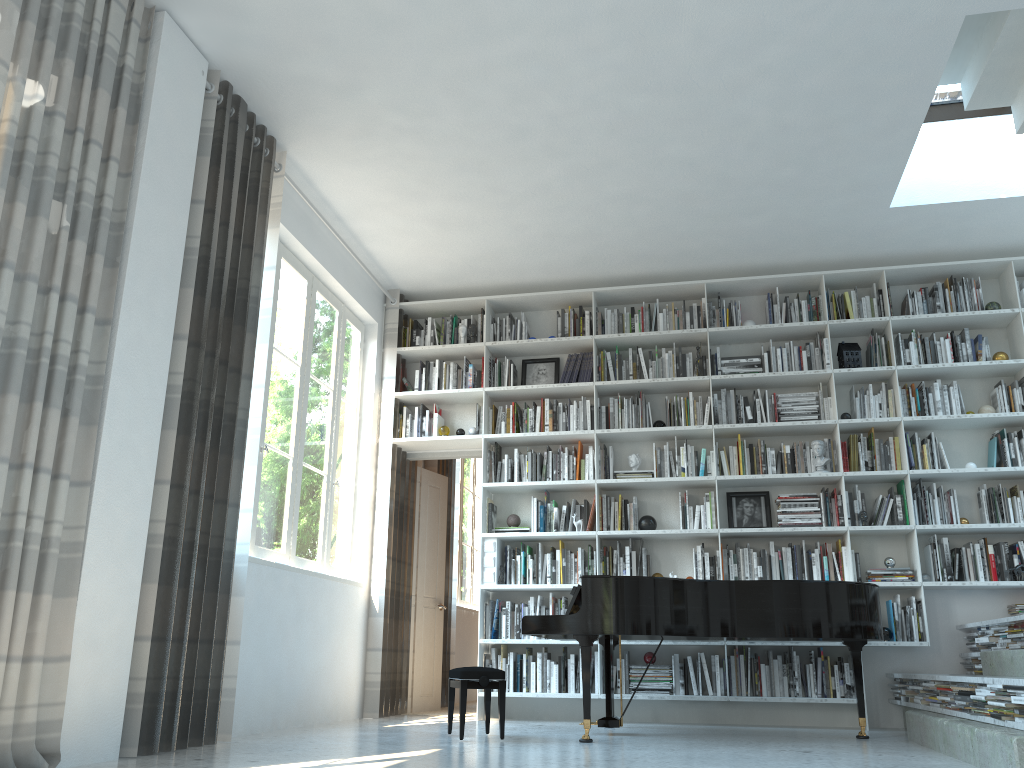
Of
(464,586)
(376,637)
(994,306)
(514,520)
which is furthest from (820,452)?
(464,586)

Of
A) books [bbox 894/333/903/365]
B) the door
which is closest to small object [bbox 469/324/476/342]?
the door

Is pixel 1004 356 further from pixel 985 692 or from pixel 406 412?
pixel 406 412

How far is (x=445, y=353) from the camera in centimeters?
702cm

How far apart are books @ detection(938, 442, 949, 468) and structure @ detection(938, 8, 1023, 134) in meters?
2.2 m

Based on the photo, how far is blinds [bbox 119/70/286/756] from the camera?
3.78m

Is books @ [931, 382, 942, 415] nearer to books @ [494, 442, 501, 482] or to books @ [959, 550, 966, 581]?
books @ [959, 550, 966, 581]

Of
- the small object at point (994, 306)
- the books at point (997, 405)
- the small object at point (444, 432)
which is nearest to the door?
the small object at point (444, 432)

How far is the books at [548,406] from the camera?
6.68m

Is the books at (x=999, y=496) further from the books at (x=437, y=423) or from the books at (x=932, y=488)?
the books at (x=437, y=423)
